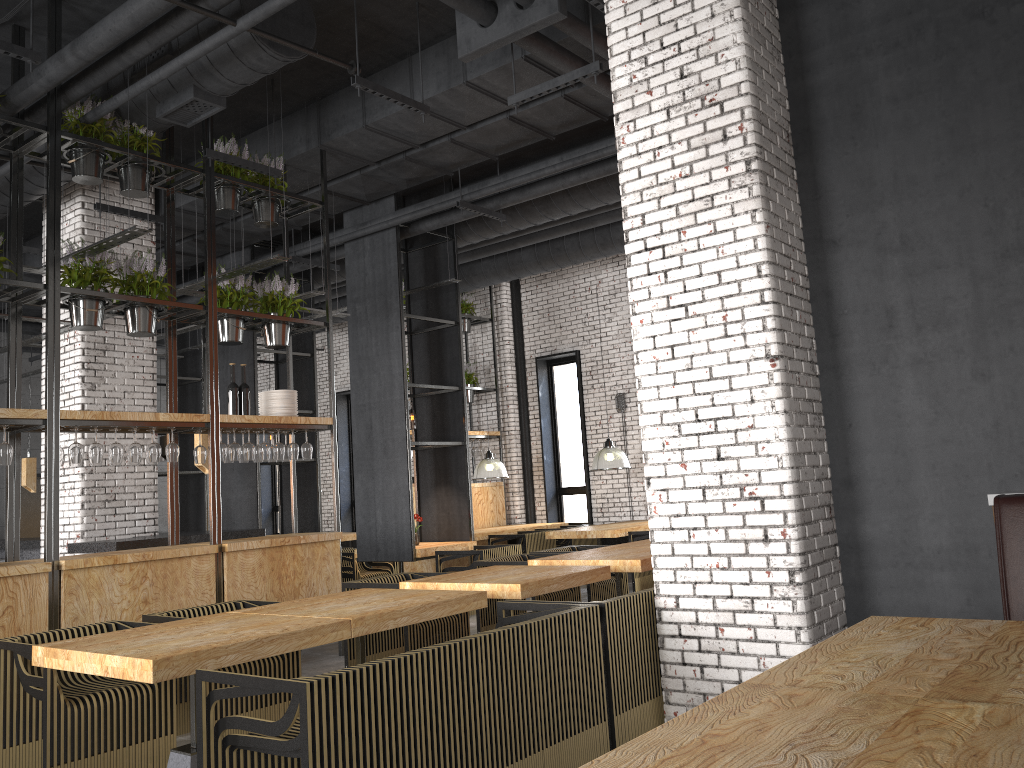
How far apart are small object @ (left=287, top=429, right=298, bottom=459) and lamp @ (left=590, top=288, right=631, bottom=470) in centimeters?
482cm

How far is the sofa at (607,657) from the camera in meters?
4.4

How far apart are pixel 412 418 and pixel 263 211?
8.8m

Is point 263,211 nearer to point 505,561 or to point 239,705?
point 505,561

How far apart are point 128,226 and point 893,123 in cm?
766

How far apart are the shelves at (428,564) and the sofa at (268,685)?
7.4m

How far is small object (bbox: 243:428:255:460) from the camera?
7.20m

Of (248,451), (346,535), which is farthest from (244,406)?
(346,535)

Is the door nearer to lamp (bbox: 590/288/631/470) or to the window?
the window

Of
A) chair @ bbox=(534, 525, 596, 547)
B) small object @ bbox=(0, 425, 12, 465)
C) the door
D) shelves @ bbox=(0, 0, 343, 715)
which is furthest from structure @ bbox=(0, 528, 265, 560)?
chair @ bbox=(534, 525, 596, 547)
